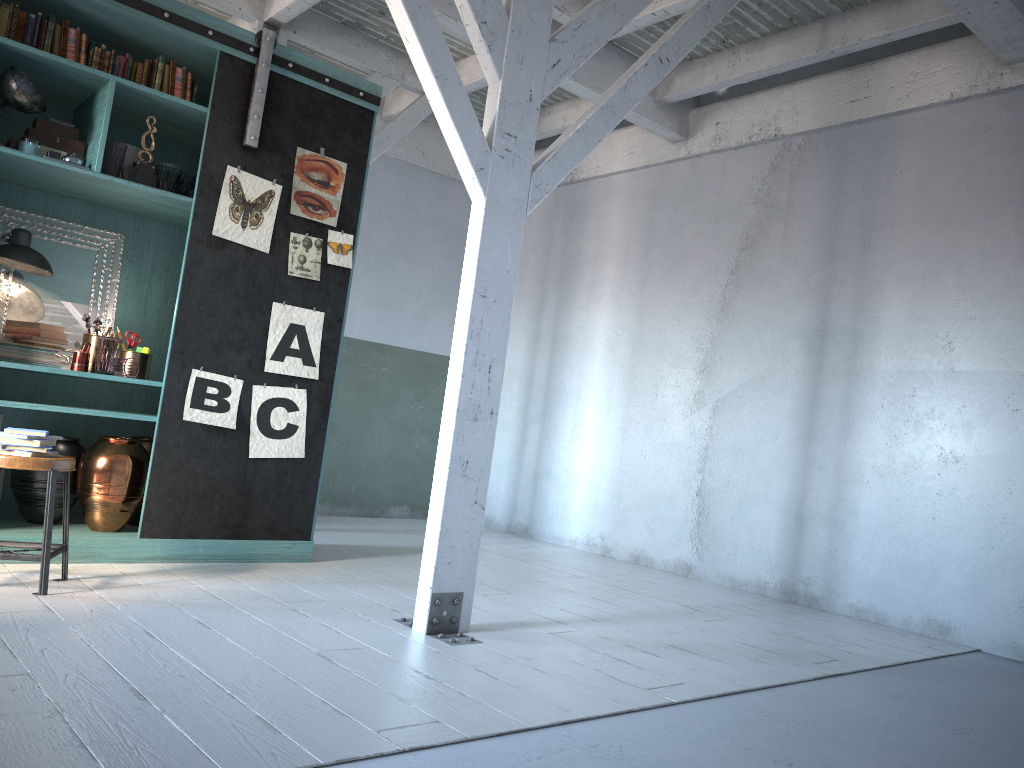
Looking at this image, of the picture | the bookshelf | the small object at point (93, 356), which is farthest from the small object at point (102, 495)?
the small object at point (93, 356)

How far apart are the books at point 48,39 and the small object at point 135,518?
2.64m

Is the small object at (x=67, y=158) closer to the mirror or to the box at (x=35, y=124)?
the box at (x=35, y=124)

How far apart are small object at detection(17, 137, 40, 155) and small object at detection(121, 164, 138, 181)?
0.5m

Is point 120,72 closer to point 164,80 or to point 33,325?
point 164,80

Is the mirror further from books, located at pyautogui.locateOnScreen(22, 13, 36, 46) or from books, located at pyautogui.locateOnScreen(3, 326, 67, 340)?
books, located at pyautogui.locateOnScreen(22, 13, 36, 46)

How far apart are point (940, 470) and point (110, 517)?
5.3m

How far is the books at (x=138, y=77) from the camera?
5.7m

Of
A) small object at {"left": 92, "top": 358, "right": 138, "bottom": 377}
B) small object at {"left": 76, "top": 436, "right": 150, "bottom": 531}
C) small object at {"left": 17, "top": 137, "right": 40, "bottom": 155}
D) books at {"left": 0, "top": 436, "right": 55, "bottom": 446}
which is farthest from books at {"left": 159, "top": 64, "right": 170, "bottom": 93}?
books at {"left": 0, "top": 436, "right": 55, "bottom": 446}

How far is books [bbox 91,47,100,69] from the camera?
5.5m
